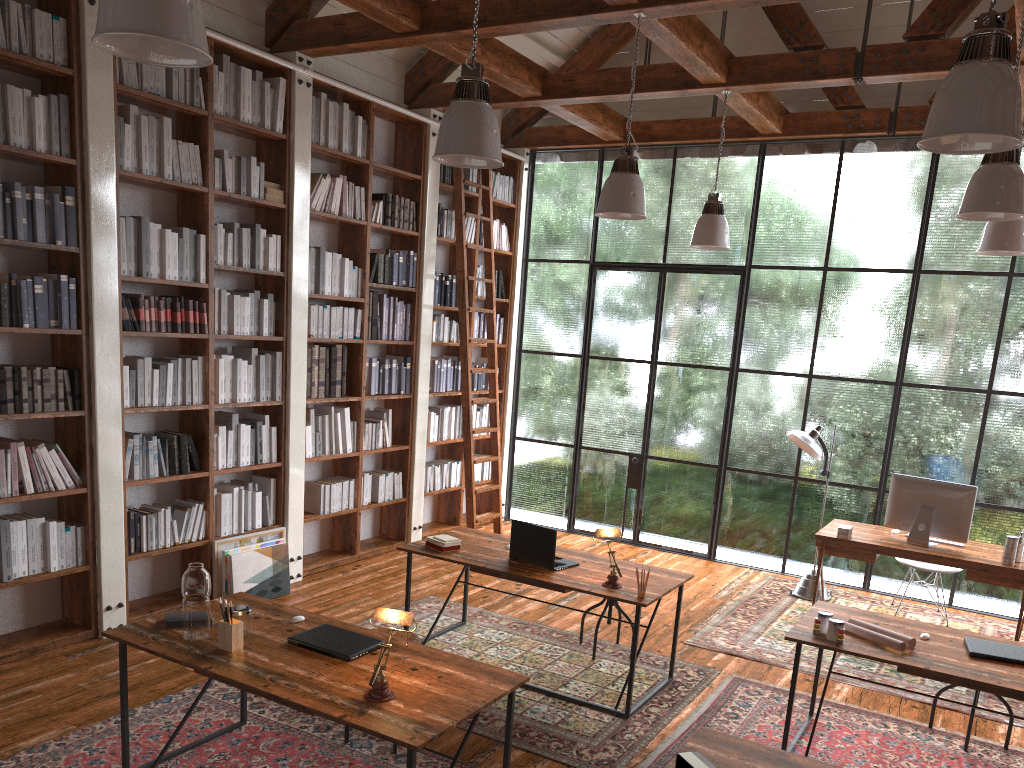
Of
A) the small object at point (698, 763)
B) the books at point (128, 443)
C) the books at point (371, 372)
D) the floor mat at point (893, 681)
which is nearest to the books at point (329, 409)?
the books at point (371, 372)

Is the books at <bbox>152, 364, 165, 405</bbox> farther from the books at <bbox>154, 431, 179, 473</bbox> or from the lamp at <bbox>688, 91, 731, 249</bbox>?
the lamp at <bbox>688, 91, 731, 249</bbox>

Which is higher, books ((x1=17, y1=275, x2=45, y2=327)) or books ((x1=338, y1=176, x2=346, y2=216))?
books ((x1=338, y1=176, x2=346, y2=216))

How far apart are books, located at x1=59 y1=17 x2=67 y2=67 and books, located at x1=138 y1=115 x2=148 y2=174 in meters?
0.5 m

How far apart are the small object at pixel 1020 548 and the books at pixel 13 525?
6.0 meters

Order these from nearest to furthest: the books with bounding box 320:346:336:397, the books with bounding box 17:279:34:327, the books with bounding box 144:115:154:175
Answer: the books with bounding box 17:279:34:327 → the books with bounding box 144:115:154:175 → the books with bounding box 320:346:336:397

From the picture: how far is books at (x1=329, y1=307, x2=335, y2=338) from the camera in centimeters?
657cm

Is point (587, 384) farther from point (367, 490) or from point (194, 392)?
point (194, 392)

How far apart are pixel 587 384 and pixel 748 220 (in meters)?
2.11

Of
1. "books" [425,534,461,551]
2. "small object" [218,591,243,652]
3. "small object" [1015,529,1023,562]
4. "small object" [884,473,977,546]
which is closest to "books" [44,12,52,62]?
"small object" [218,591,243,652]
